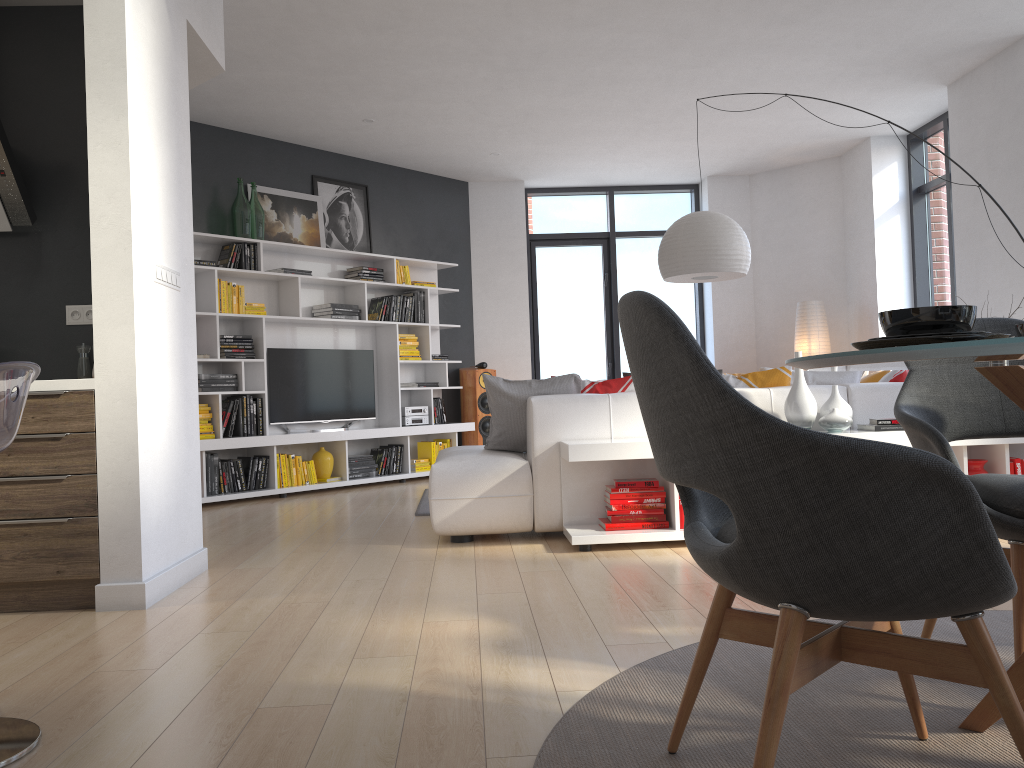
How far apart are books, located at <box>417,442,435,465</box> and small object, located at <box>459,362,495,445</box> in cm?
57

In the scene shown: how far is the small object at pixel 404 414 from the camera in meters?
8.1

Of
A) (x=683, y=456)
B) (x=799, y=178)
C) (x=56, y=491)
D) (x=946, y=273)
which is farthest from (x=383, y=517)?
(x=799, y=178)

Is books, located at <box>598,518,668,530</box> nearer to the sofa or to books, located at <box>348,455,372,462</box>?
the sofa

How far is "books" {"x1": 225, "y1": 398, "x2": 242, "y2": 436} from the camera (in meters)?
6.91

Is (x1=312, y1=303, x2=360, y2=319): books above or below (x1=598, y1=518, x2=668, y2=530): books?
above

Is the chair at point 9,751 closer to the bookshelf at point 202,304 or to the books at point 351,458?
the bookshelf at point 202,304

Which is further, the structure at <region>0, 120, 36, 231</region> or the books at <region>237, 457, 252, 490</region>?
the books at <region>237, 457, 252, 490</region>

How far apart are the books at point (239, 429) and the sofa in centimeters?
238cm

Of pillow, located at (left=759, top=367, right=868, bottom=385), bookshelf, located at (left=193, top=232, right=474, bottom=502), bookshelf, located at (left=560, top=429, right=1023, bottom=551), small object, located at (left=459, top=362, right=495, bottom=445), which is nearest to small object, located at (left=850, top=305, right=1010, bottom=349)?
bookshelf, located at (left=560, top=429, right=1023, bottom=551)
